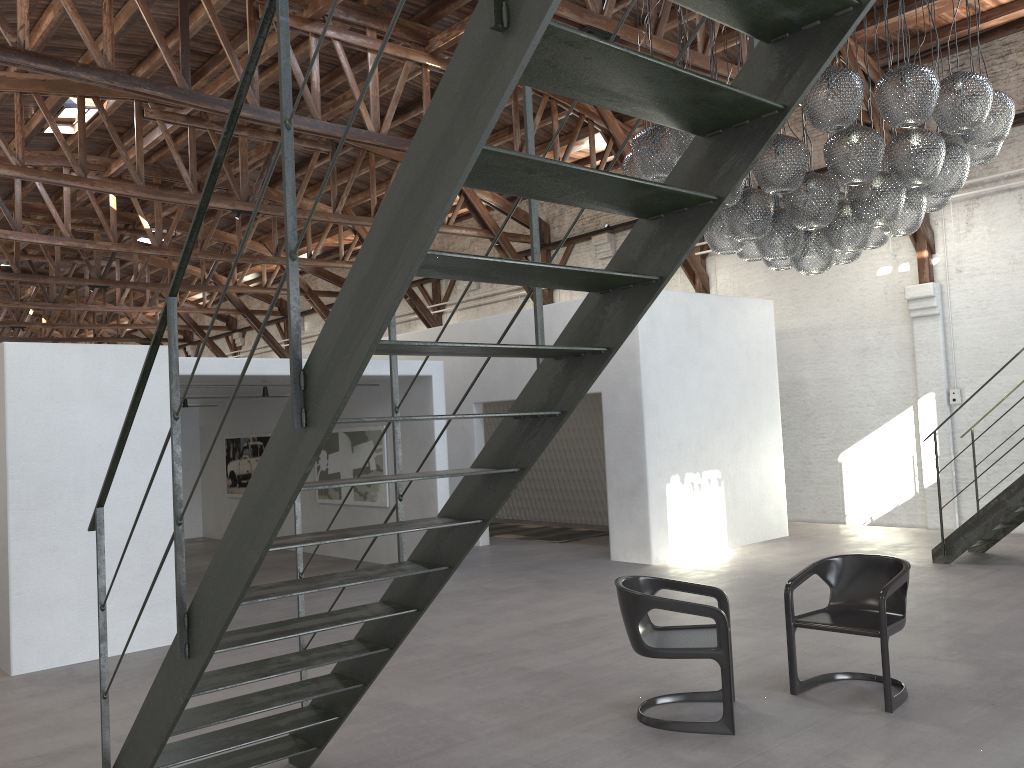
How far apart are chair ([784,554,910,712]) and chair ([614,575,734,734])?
0.39m

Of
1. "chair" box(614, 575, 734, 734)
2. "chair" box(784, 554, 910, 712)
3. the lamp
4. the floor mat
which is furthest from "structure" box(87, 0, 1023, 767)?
the floor mat

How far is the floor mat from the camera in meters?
13.2

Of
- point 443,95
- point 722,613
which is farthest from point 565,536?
point 443,95

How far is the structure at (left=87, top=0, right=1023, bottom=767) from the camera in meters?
2.0 m

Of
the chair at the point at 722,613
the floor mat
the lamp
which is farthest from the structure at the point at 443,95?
the floor mat

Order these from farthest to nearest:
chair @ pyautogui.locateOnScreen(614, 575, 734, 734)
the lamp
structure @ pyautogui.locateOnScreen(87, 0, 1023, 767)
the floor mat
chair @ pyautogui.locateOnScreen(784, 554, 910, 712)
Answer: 1. the floor mat
2. the lamp
3. chair @ pyautogui.locateOnScreen(784, 554, 910, 712)
4. chair @ pyautogui.locateOnScreen(614, 575, 734, 734)
5. structure @ pyautogui.locateOnScreen(87, 0, 1023, 767)

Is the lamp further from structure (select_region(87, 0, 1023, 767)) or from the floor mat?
the floor mat

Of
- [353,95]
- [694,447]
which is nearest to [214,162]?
[353,95]

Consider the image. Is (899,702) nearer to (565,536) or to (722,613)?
(722,613)
